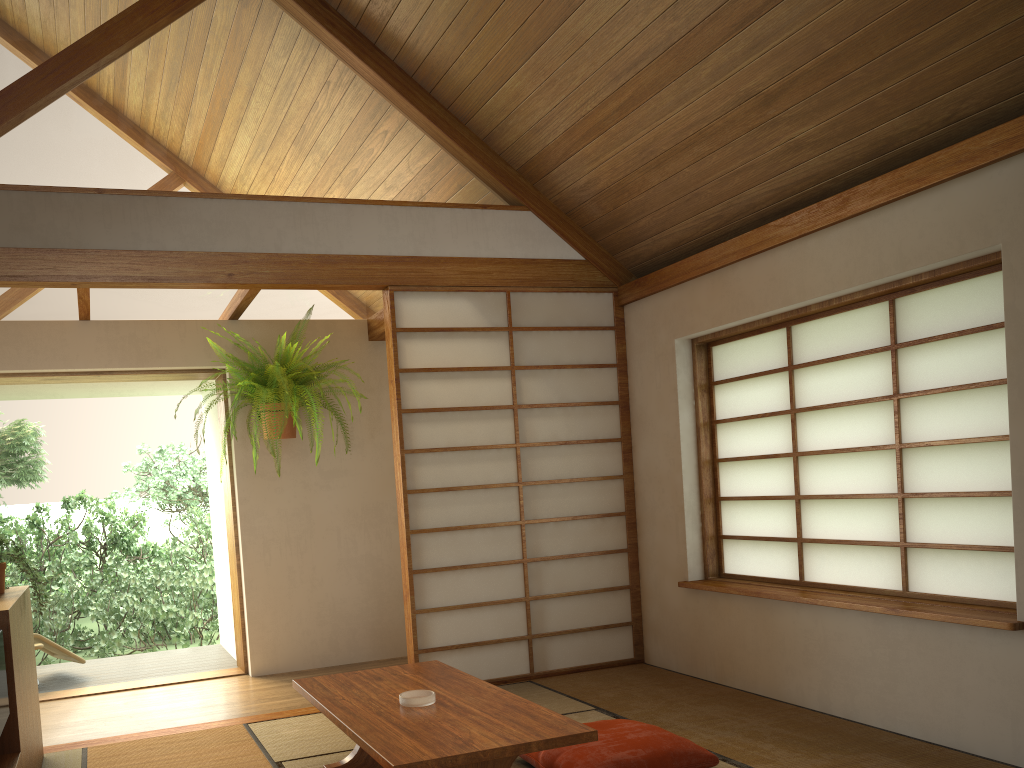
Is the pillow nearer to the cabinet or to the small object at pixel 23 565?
the cabinet

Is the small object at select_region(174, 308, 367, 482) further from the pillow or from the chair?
the pillow

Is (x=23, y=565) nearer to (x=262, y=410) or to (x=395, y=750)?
(x=395, y=750)

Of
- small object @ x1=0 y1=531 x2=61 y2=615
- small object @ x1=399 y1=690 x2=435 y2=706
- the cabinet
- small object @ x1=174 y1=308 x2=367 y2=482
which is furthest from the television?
small object @ x1=174 y1=308 x2=367 y2=482

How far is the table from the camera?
2.34m

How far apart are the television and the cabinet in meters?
0.2 m

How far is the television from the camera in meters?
2.3 m

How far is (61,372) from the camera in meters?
5.1

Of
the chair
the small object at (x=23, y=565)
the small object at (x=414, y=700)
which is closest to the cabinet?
the small object at (x=23, y=565)

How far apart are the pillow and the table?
→ 0.3 meters
